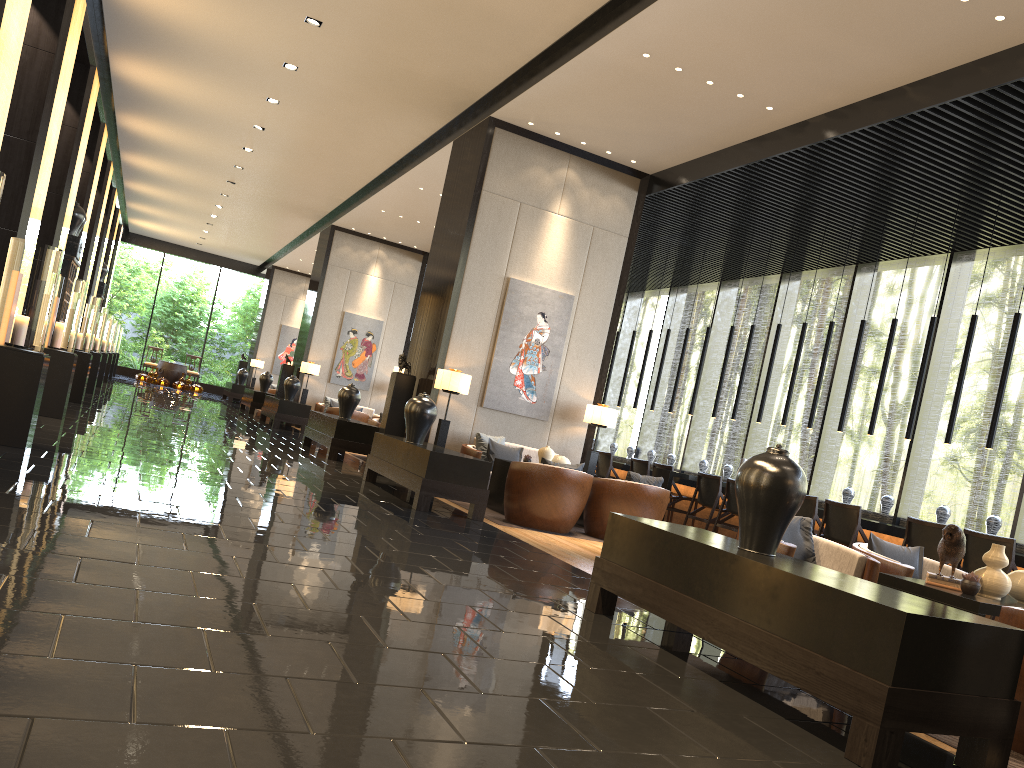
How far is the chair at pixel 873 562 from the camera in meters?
4.8

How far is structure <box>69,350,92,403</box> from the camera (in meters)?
11.42

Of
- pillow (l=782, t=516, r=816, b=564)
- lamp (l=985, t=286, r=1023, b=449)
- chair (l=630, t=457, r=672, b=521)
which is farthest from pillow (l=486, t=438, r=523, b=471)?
pillow (l=782, t=516, r=816, b=564)

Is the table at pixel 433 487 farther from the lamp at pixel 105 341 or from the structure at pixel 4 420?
the lamp at pixel 105 341

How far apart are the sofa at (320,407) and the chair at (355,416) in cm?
148

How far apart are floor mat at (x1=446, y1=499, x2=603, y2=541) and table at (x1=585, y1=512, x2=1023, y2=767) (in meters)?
3.46

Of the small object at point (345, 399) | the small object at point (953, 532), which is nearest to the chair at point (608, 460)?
the small object at point (345, 399)

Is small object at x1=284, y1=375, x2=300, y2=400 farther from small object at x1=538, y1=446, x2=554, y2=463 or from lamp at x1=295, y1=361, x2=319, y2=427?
small object at x1=538, y1=446, x2=554, y2=463

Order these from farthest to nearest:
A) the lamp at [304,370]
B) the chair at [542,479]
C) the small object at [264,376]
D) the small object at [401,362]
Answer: the small object at [264,376] → the lamp at [304,370] → the small object at [401,362] → the chair at [542,479]

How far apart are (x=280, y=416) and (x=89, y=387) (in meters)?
3.11
